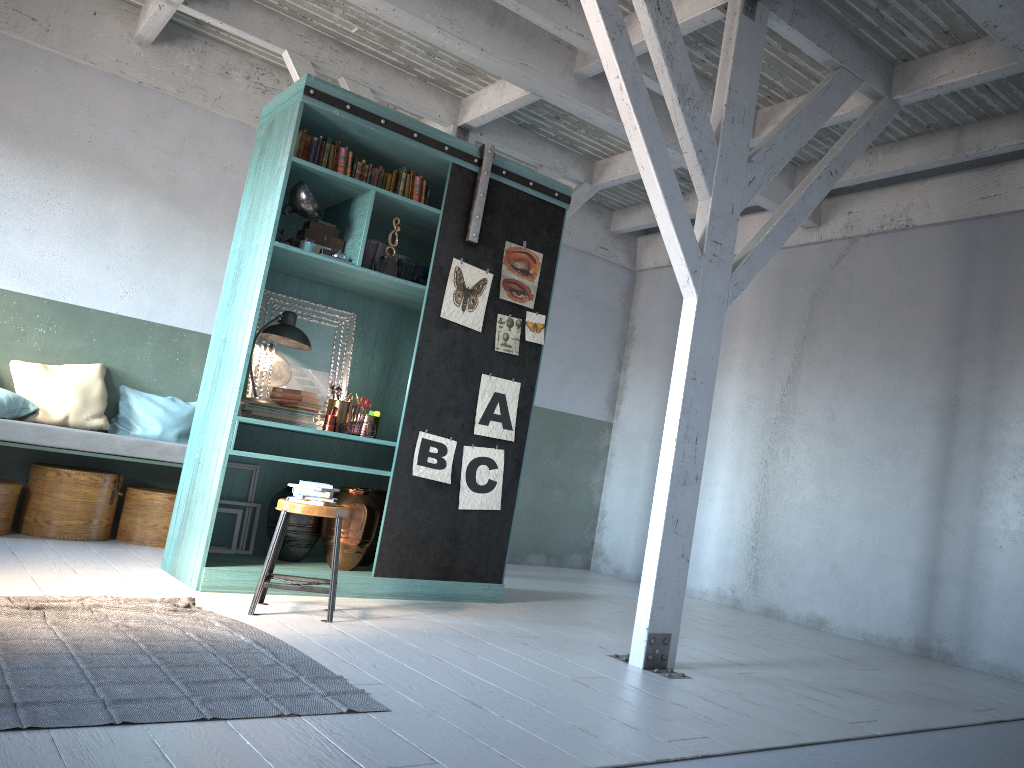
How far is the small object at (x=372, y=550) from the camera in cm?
675

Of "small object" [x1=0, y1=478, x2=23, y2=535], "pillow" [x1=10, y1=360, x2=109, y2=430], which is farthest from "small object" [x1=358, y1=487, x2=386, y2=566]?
"small object" [x1=0, y1=478, x2=23, y2=535]

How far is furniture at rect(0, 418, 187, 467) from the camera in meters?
6.8 m

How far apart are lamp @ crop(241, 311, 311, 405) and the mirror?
0.09m

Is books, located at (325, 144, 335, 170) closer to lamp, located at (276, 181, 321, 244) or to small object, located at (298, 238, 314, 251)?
Result: lamp, located at (276, 181, 321, 244)

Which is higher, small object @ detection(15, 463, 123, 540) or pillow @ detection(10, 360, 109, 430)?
pillow @ detection(10, 360, 109, 430)

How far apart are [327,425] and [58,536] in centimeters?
263cm

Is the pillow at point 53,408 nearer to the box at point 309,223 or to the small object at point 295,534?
the small object at point 295,534

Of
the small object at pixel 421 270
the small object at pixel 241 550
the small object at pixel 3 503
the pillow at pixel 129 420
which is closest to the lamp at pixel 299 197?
the small object at pixel 421 270

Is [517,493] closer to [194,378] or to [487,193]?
[487,193]
